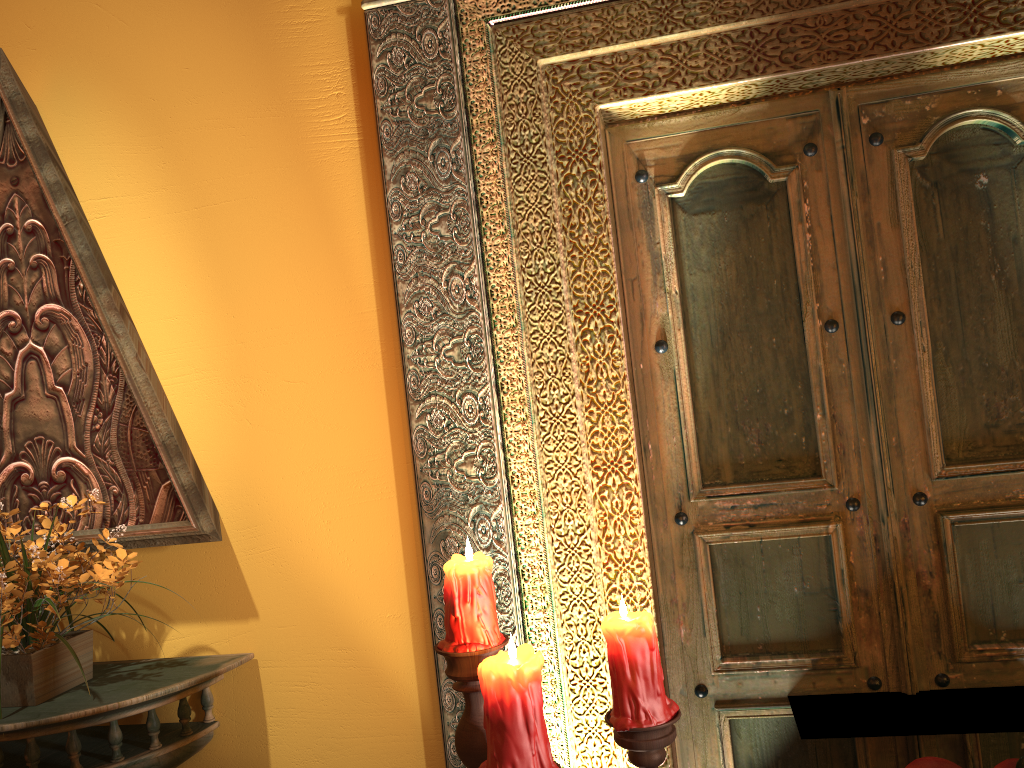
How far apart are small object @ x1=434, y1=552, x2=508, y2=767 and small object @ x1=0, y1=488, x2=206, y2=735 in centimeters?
87cm

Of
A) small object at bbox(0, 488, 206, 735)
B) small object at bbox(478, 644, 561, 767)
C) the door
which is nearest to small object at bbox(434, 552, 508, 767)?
small object at bbox(478, 644, 561, 767)

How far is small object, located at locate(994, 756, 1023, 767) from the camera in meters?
0.8

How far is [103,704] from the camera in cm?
170

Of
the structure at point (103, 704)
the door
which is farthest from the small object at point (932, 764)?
the structure at point (103, 704)

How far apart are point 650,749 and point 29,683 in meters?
1.3

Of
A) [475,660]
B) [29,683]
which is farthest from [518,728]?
[29,683]

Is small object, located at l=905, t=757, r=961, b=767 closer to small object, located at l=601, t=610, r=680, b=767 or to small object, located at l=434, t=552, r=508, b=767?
small object, located at l=601, t=610, r=680, b=767

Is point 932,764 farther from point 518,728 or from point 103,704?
point 103,704

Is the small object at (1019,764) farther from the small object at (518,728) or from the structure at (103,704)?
the structure at (103,704)
